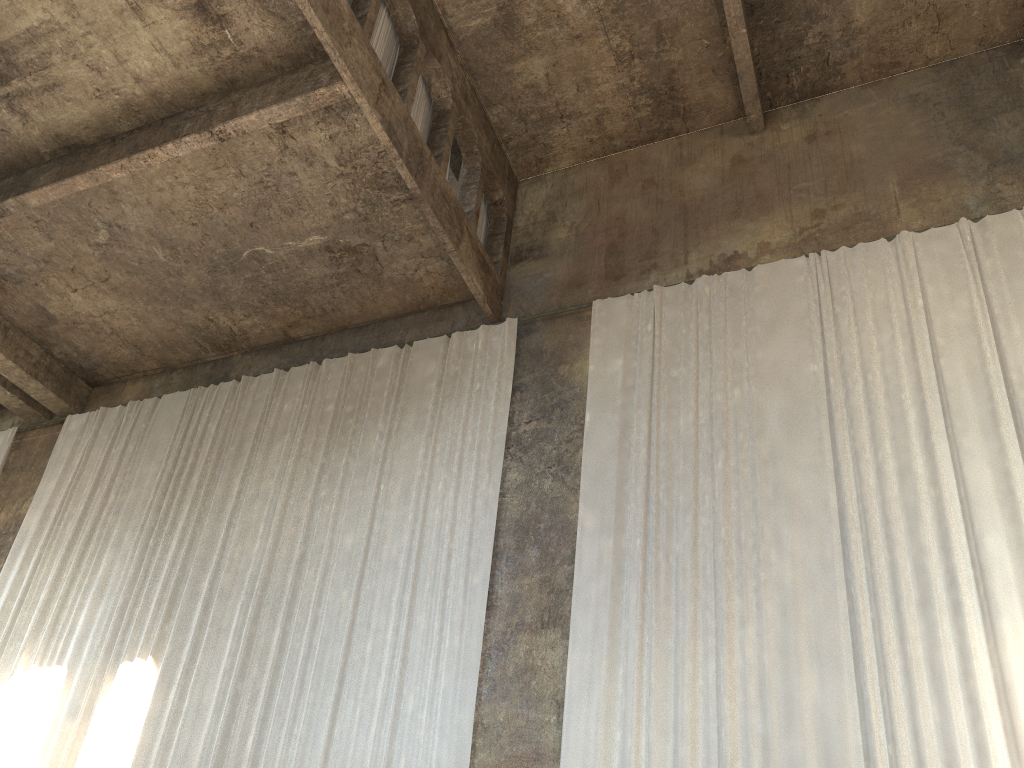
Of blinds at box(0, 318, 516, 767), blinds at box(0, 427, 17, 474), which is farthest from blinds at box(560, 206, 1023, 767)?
blinds at box(0, 427, 17, 474)

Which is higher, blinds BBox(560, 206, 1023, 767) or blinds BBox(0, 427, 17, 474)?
blinds BBox(0, 427, 17, 474)

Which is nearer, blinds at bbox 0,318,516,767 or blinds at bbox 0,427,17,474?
blinds at bbox 0,318,516,767

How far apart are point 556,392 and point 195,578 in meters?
4.9

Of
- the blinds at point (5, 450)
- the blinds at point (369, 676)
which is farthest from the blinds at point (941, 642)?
the blinds at point (5, 450)

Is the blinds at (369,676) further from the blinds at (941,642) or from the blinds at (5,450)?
the blinds at (5,450)

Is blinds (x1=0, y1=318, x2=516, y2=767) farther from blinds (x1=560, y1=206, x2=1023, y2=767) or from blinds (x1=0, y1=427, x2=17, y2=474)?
blinds (x1=0, y1=427, x2=17, y2=474)

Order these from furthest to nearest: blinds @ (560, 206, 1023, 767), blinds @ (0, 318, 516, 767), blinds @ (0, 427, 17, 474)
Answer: blinds @ (0, 427, 17, 474)
blinds @ (0, 318, 516, 767)
blinds @ (560, 206, 1023, 767)

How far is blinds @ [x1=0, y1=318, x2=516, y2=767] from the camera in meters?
8.8 m

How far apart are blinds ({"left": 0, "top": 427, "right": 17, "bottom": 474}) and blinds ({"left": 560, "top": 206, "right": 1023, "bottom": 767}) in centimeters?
980cm
